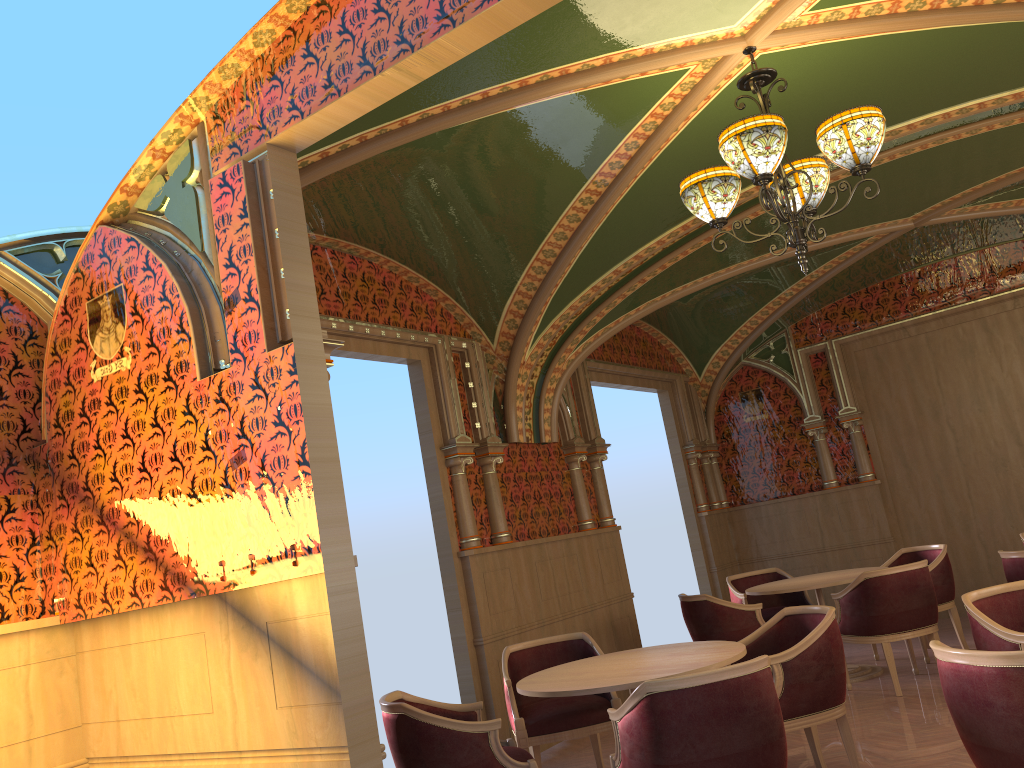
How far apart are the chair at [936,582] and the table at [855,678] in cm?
40

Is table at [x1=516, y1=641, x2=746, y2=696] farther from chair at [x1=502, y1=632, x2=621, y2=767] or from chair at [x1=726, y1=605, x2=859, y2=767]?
chair at [x1=502, y1=632, x2=621, y2=767]

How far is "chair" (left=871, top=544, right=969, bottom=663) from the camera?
7.2m

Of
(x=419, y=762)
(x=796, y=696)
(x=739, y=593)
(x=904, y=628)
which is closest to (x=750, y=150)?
(x=796, y=696)

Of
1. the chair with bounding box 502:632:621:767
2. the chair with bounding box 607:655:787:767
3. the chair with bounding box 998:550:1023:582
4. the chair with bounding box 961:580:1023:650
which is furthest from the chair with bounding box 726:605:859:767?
the chair with bounding box 998:550:1023:582

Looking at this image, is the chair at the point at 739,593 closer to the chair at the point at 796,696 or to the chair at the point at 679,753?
the chair at the point at 796,696

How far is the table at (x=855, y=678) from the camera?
6.83m

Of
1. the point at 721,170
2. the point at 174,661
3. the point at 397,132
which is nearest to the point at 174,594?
the point at 174,661

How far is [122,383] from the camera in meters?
3.6

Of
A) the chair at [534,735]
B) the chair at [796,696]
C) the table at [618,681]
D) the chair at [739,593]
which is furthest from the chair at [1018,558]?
the chair at [534,735]
